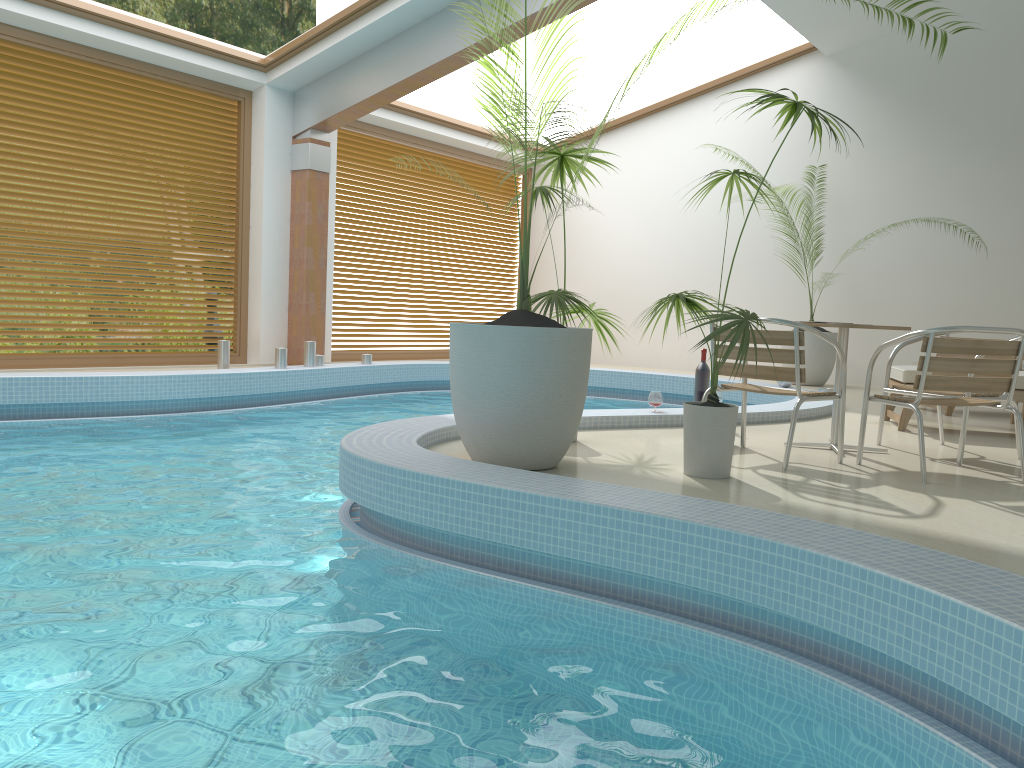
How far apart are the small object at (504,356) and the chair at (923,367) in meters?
1.3

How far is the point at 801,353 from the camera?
4.32m

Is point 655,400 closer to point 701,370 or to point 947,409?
point 701,370

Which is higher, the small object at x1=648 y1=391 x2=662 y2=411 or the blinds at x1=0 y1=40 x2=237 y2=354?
the blinds at x1=0 y1=40 x2=237 y2=354

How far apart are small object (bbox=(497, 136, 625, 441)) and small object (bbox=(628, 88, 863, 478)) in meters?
0.4 m

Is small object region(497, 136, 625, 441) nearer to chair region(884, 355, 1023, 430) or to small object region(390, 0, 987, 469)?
small object region(390, 0, 987, 469)

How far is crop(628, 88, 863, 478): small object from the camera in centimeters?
385cm

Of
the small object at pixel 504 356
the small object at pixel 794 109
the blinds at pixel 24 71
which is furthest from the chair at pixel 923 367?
the blinds at pixel 24 71

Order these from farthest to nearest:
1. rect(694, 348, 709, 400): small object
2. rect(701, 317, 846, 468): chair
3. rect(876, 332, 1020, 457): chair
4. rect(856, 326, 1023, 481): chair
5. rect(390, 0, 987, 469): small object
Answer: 1. rect(694, 348, 709, 400): small object
2. rect(876, 332, 1020, 457): chair
3. rect(701, 317, 846, 468): chair
4. rect(856, 326, 1023, 481): chair
5. rect(390, 0, 987, 469): small object

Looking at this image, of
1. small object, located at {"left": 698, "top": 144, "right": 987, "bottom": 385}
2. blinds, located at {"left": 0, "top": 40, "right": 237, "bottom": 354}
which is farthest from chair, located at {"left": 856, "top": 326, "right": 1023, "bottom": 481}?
blinds, located at {"left": 0, "top": 40, "right": 237, "bottom": 354}
